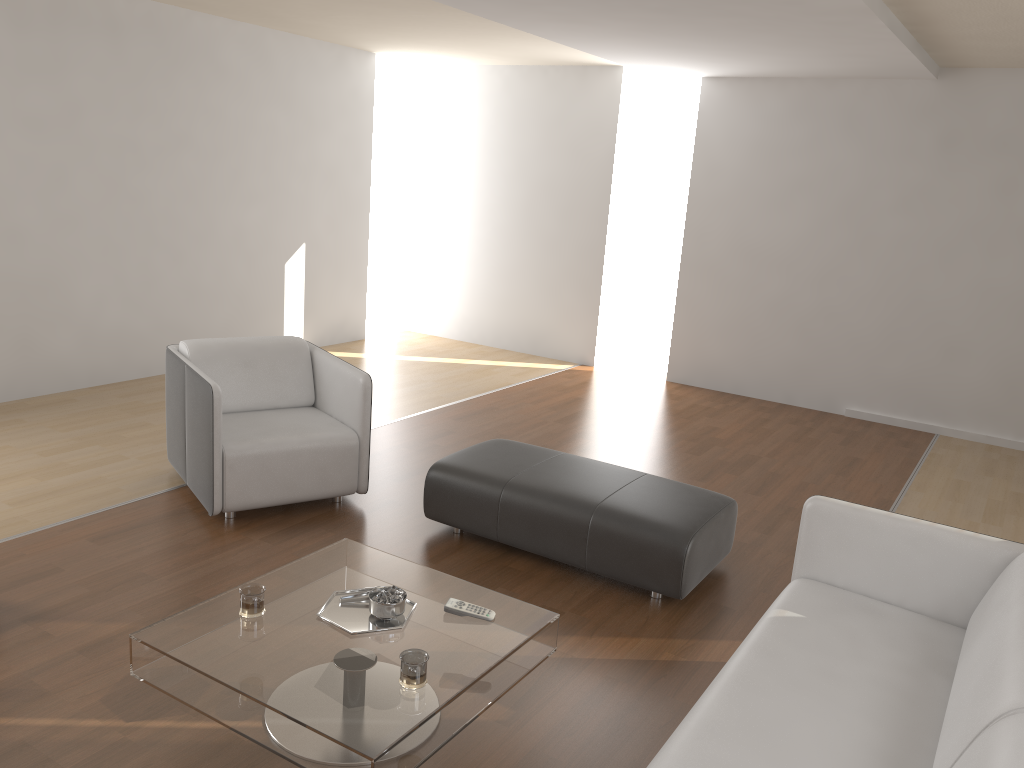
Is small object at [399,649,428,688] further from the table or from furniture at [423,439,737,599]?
furniture at [423,439,737,599]

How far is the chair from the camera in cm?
397

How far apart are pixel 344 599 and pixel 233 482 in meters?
1.4 m

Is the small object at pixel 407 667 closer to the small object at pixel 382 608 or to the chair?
the small object at pixel 382 608

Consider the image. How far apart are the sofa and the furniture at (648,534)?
0.49m

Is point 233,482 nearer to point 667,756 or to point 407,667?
point 407,667

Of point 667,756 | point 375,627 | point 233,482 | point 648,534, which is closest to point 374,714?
point 375,627

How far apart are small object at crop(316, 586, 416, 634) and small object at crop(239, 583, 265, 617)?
0.2 meters

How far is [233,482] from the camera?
3.97m

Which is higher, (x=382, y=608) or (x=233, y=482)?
(x=382, y=608)
